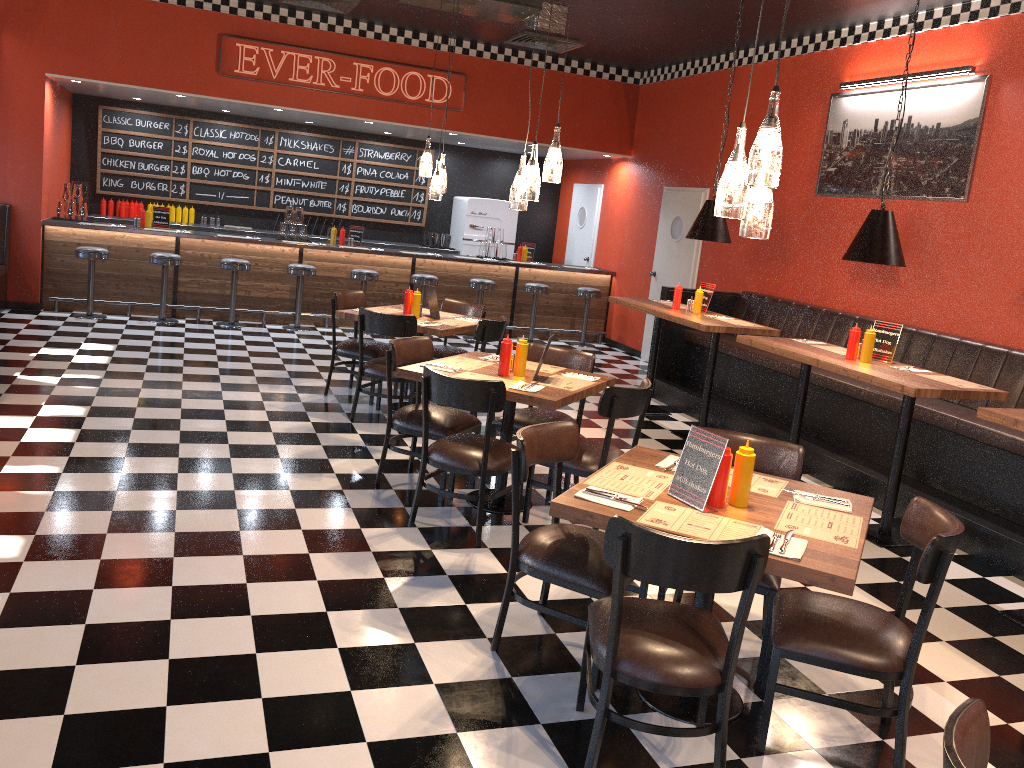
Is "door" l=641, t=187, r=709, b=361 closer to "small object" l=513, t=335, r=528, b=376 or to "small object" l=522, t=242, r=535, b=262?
"small object" l=522, t=242, r=535, b=262

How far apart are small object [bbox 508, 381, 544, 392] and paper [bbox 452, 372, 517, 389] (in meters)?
0.06

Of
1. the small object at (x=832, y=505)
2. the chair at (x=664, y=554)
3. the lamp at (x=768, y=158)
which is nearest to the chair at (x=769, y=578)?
the small object at (x=832, y=505)

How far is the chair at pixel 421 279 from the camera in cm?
1081

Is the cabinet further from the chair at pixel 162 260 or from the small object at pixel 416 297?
the small object at pixel 416 297

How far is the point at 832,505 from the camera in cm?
326

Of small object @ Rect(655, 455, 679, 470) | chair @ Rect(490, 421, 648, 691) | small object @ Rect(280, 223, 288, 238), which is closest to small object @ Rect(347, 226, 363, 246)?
small object @ Rect(280, 223, 288, 238)

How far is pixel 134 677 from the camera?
3.1 meters

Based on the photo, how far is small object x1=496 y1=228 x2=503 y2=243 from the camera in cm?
1186

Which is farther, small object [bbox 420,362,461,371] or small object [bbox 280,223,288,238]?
small object [bbox 280,223,288,238]
